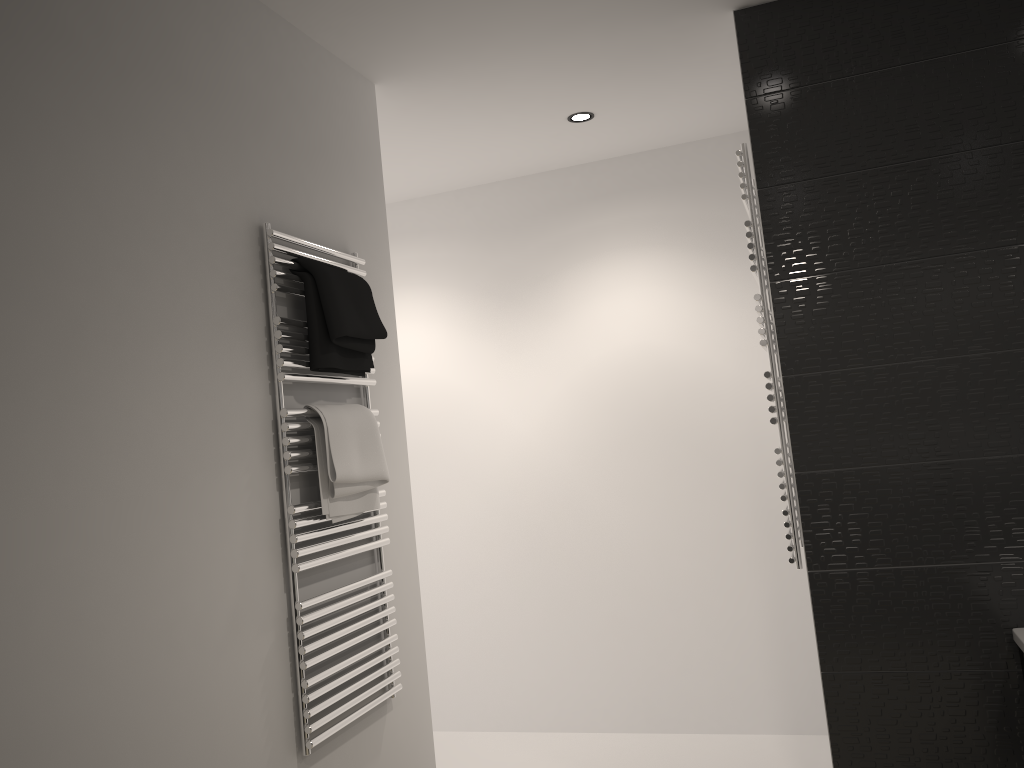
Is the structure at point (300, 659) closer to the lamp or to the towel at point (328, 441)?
the towel at point (328, 441)

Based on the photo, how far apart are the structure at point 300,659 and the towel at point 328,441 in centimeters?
1cm

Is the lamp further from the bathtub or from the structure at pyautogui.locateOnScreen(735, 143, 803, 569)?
the bathtub

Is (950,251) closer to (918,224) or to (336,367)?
(918,224)

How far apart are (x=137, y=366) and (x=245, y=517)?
0.5m

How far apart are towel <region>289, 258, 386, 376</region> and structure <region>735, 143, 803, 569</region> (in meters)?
1.12

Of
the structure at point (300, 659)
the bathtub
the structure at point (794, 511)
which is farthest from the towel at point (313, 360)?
the bathtub

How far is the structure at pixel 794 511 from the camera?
2.62m

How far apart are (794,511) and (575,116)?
1.7m

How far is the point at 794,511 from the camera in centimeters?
262cm
